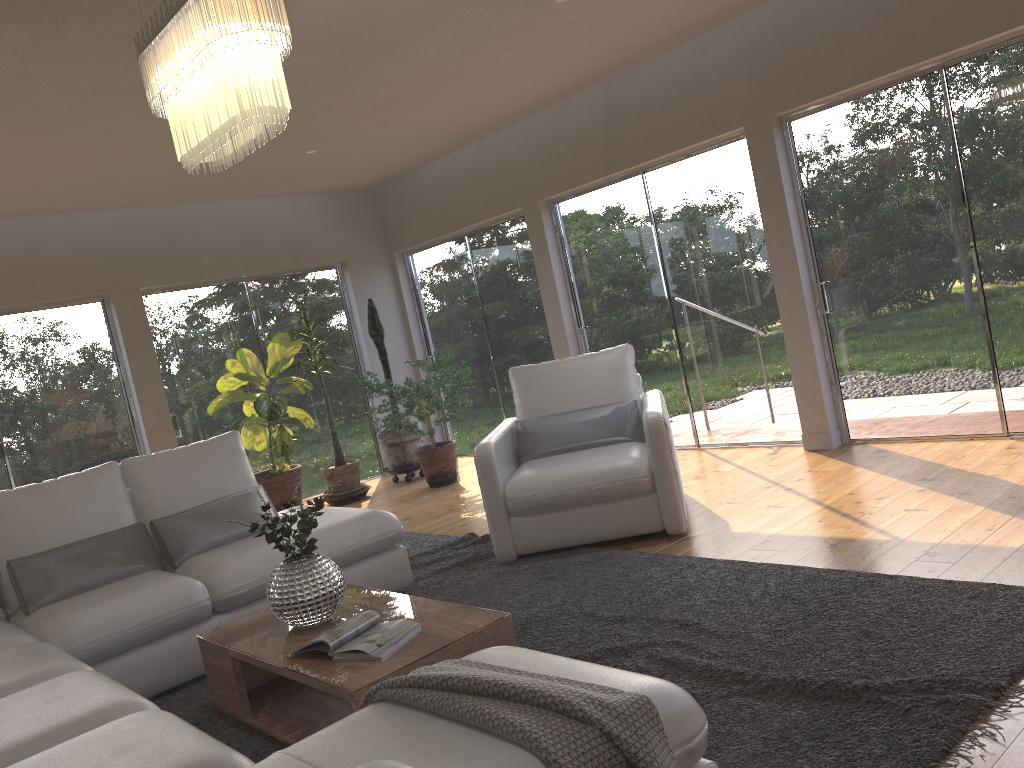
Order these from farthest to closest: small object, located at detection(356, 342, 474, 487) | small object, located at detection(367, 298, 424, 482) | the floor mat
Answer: small object, located at detection(367, 298, 424, 482)
small object, located at detection(356, 342, 474, 487)
the floor mat

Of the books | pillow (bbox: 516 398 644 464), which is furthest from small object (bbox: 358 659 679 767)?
pillow (bbox: 516 398 644 464)

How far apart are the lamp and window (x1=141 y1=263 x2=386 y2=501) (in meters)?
4.59

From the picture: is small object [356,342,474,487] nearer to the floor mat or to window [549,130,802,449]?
window [549,130,802,449]

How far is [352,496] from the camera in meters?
7.5

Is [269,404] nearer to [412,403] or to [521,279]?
[412,403]

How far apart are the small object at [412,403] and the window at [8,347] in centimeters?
198cm

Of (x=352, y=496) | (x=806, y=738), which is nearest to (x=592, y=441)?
(x=806, y=738)

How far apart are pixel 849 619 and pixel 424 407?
5.2 meters

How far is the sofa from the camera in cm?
179
